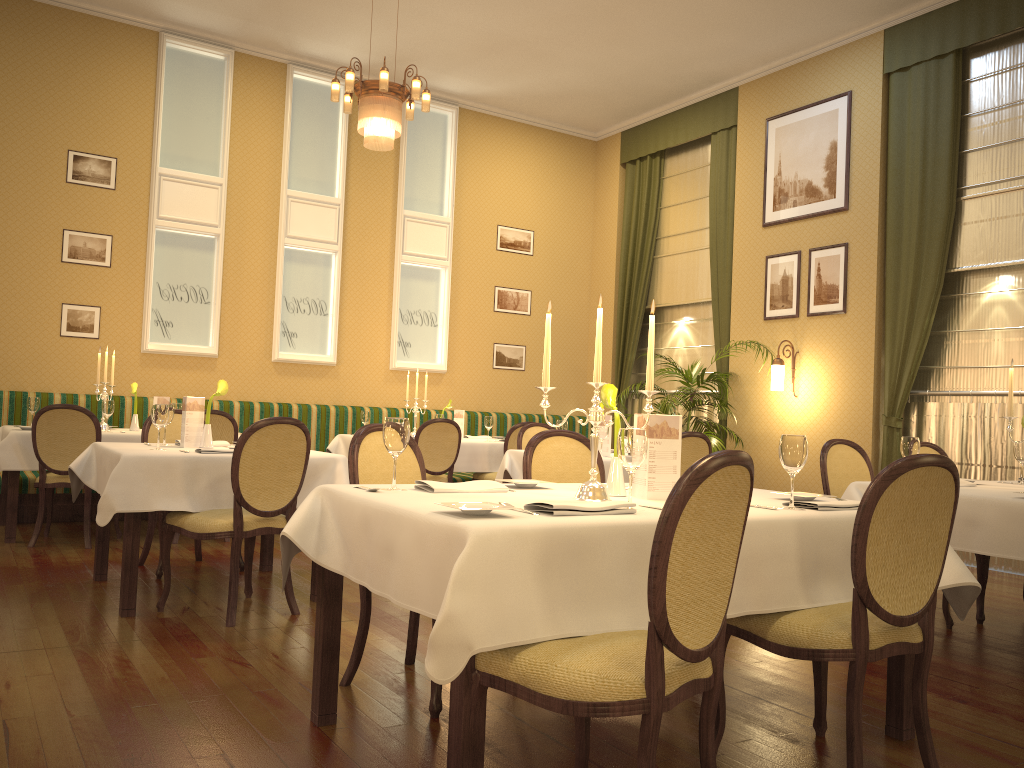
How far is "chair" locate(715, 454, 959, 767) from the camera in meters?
2.3 m

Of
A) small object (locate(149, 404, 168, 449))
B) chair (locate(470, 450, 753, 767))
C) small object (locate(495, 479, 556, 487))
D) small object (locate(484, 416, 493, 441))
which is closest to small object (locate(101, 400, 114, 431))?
small object (locate(149, 404, 168, 449))

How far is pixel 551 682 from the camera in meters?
1.9 m

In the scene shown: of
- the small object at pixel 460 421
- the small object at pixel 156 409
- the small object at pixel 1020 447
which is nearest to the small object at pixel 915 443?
the small object at pixel 1020 447

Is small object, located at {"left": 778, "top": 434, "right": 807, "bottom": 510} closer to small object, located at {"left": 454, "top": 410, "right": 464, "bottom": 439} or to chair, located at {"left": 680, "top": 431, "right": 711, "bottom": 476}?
chair, located at {"left": 680, "top": 431, "right": 711, "bottom": 476}

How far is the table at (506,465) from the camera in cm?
Answer: 613

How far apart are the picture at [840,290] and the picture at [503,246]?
3.5 meters

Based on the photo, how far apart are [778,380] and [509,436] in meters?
2.5 m

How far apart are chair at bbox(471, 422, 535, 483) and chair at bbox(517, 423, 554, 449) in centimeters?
65cm

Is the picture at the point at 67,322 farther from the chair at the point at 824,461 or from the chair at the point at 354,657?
the chair at the point at 824,461
